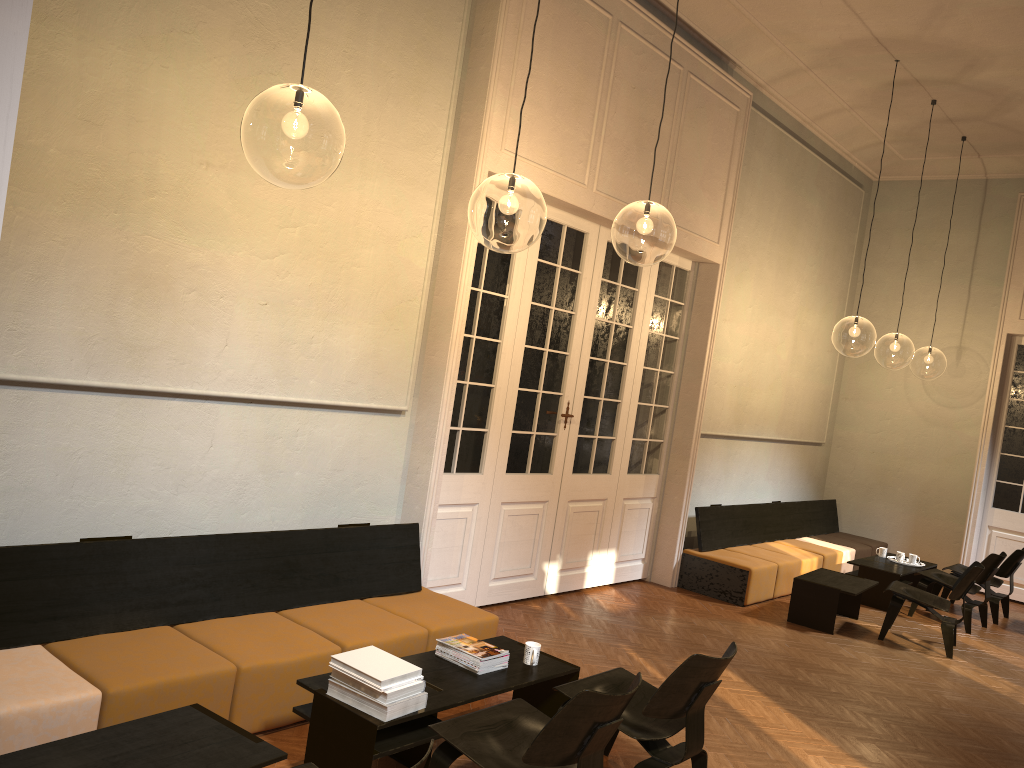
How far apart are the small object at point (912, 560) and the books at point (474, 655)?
7.0 meters

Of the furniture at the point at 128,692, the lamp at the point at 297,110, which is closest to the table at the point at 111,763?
the furniture at the point at 128,692

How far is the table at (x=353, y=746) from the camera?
3.7m

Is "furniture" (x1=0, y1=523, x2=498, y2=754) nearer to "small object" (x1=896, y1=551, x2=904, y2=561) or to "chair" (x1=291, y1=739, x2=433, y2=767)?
"chair" (x1=291, y1=739, x2=433, y2=767)

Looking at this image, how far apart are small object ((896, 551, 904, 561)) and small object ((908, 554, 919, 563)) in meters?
0.1 m

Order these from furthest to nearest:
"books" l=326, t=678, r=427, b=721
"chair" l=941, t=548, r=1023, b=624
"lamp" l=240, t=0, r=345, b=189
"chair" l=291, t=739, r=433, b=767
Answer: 1. "chair" l=941, t=548, r=1023, b=624
2. "lamp" l=240, t=0, r=345, b=189
3. "books" l=326, t=678, r=427, b=721
4. "chair" l=291, t=739, r=433, b=767

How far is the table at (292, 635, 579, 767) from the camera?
3.7m

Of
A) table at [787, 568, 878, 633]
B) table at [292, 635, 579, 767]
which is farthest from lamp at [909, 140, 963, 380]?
table at [292, 635, 579, 767]

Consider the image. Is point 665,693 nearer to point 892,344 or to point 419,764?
point 419,764

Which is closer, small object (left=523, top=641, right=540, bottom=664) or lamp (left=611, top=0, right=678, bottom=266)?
small object (left=523, top=641, right=540, bottom=664)
